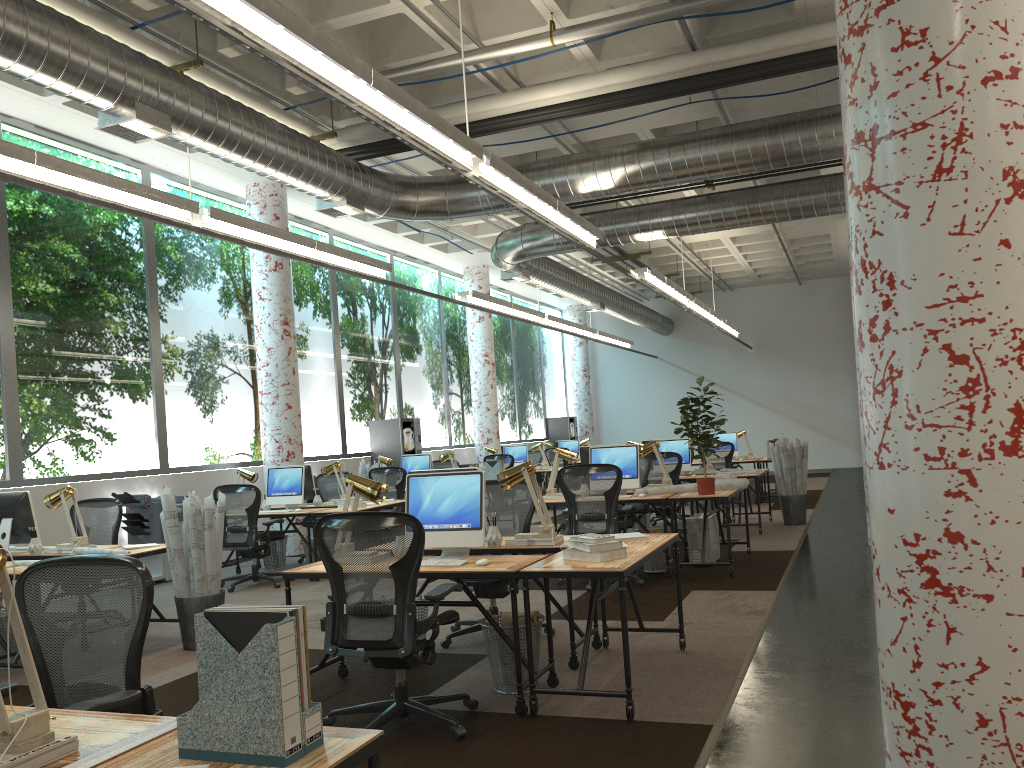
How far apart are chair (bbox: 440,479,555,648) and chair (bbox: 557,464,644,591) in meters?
1.4 m

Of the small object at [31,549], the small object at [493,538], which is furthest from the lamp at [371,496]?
the small object at [31,549]

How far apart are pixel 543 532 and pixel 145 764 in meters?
3.6

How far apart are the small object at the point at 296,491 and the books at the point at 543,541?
5.0 meters

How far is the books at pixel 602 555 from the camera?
4.4m

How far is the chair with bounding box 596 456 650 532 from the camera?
9.5m

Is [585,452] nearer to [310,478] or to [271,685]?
[310,478]

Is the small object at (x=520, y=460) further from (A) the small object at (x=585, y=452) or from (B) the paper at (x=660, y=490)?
(B) the paper at (x=660, y=490)

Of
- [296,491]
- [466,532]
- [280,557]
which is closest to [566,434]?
[280,557]

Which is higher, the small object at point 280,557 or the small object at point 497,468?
the small object at point 497,468
